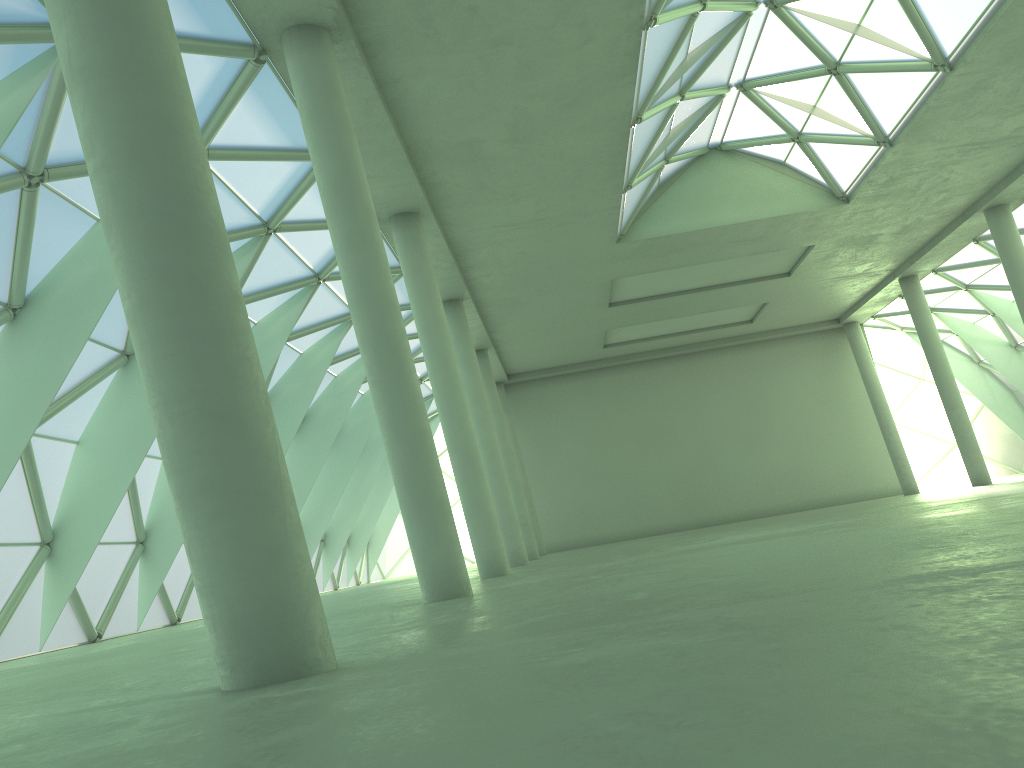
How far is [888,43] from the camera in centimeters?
2696cm
